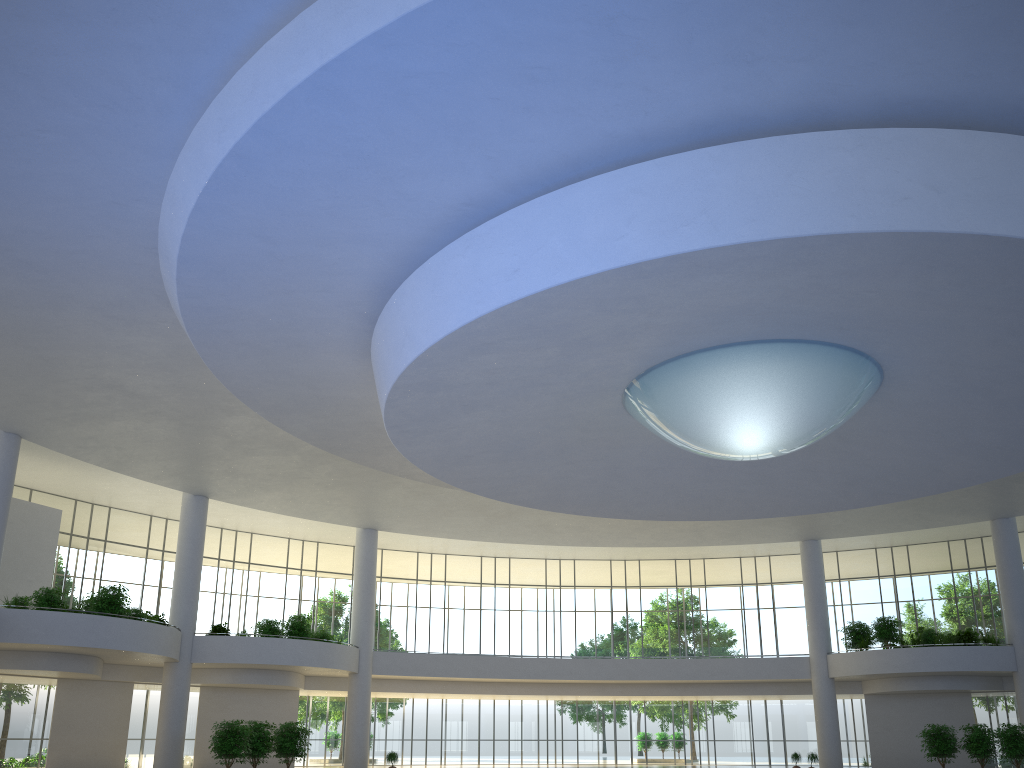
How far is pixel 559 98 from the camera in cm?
2645
